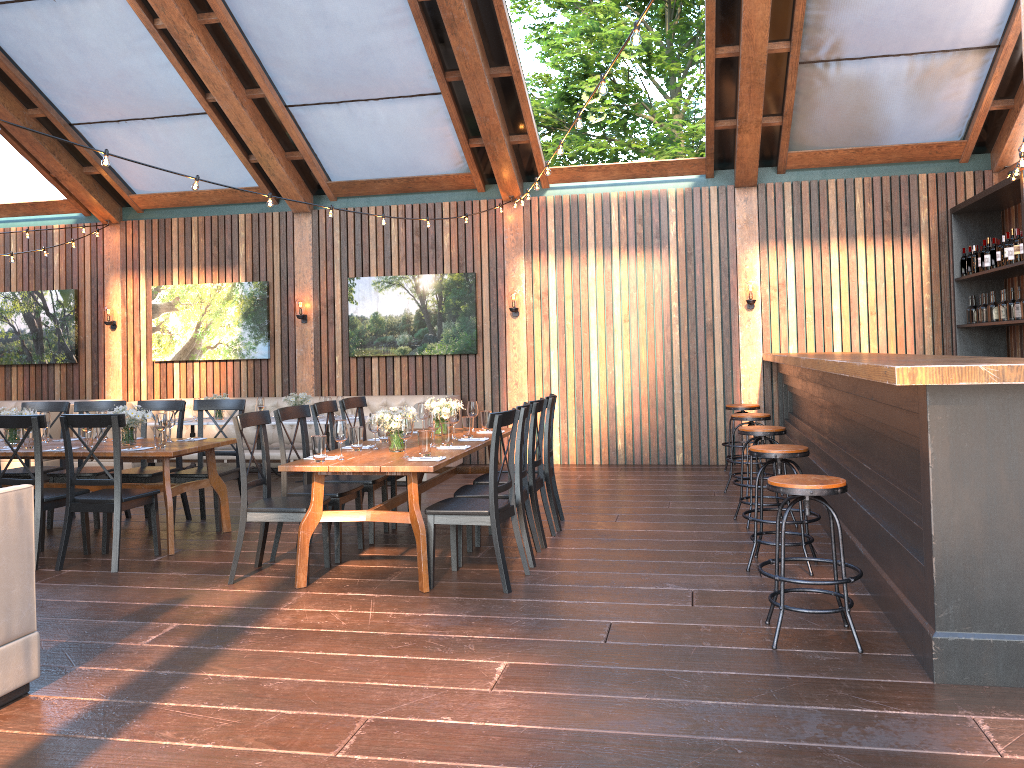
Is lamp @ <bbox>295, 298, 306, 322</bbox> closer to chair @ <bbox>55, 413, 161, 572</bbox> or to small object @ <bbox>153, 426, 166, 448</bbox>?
small object @ <bbox>153, 426, 166, 448</bbox>

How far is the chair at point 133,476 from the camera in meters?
7.2 m

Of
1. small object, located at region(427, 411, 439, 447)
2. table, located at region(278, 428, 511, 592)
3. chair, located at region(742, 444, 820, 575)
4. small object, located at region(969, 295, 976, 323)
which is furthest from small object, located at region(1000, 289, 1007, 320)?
small object, located at region(427, 411, 439, 447)

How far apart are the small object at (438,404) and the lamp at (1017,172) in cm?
479

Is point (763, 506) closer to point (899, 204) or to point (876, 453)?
point (876, 453)

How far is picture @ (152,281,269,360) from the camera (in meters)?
11.32

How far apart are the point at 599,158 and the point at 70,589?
9.14m

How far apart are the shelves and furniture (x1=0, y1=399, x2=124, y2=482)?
10.1m

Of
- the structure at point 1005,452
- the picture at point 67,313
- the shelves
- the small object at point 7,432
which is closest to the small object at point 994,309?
the shelves

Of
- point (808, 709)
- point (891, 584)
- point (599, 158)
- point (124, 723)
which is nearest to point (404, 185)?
point (599, 158)
